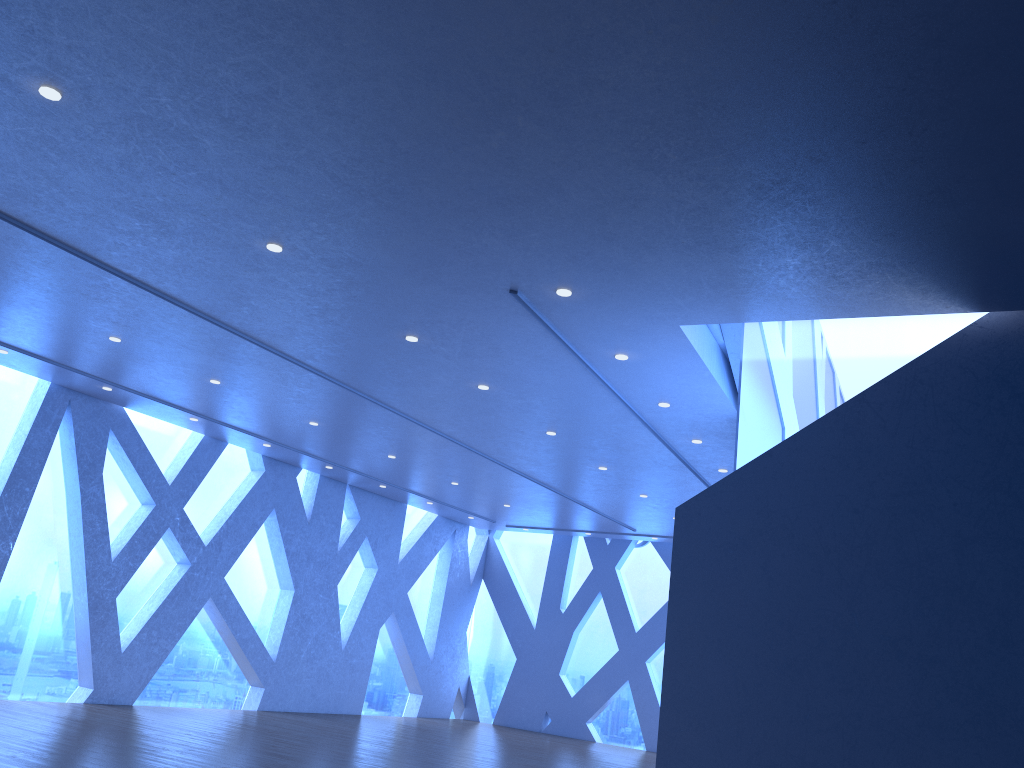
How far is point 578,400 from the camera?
9.02m

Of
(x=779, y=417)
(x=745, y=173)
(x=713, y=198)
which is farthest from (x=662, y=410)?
(x=745, y=173)
